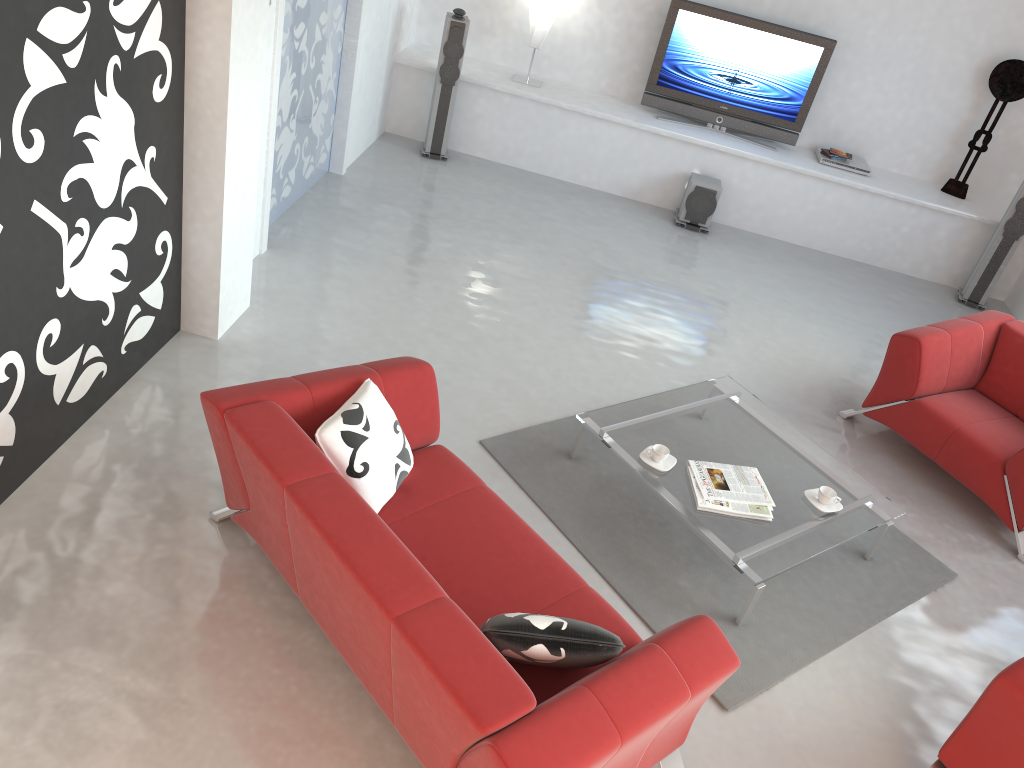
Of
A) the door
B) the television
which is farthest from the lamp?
the door

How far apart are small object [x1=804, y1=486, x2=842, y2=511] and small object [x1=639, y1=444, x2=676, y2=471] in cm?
63

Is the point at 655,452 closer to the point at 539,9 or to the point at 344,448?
the point at 344,448

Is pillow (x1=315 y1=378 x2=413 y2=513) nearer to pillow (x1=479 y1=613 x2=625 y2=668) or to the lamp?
pillow (x1=479 y1=613 x2=625 y2=668)

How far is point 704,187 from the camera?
7.1m

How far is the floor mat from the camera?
3.64m

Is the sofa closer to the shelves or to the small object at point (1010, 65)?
the shelves

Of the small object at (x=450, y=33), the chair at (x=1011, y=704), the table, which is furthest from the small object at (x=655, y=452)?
the small object at (x=450, y=33)

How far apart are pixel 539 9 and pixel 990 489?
4.94m

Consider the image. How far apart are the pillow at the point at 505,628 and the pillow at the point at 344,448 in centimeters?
67cm
